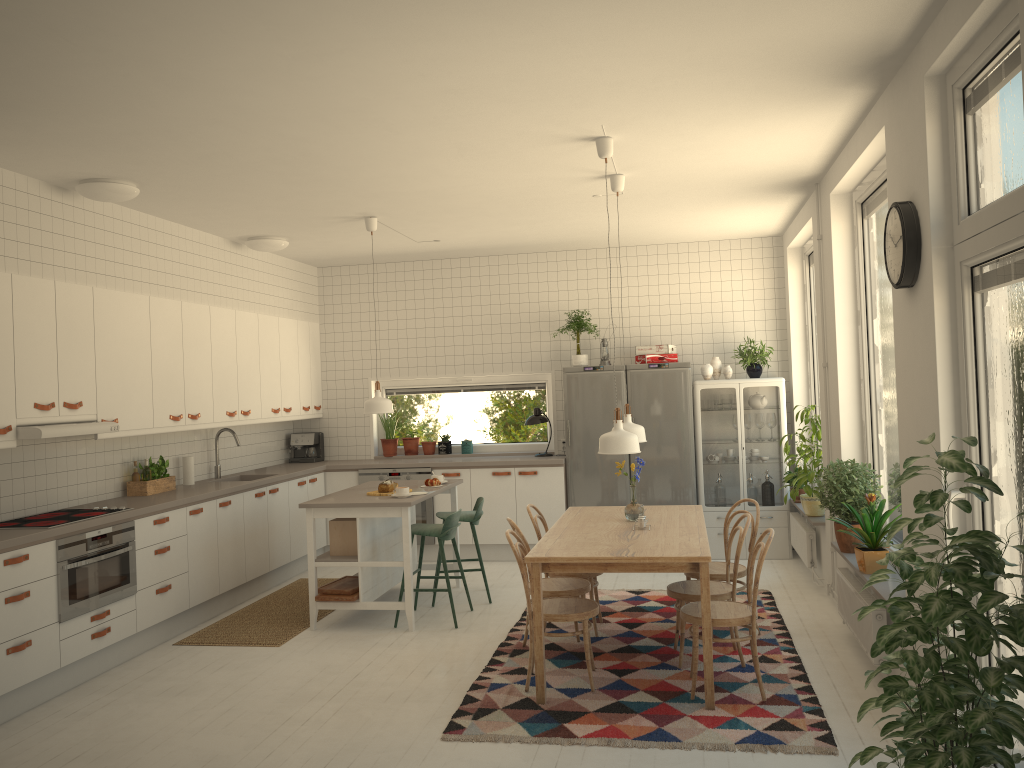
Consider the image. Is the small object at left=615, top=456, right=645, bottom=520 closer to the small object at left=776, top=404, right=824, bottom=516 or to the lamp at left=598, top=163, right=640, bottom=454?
the lamp at left=598, top=163, right=640, bottom=454

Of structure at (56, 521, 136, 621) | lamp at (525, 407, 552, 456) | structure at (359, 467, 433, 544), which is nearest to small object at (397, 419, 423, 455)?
structure at (359, 467, 433, 544)

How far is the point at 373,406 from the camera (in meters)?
6.48

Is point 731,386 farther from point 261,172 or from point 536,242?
point 261,172

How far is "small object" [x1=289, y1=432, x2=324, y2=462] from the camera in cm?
879

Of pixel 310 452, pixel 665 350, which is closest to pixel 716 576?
pixel 665 350

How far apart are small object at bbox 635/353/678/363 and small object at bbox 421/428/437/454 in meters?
2.2

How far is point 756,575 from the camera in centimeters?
432cm

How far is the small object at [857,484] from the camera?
5.2 meters

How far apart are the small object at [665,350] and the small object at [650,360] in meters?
0.1
